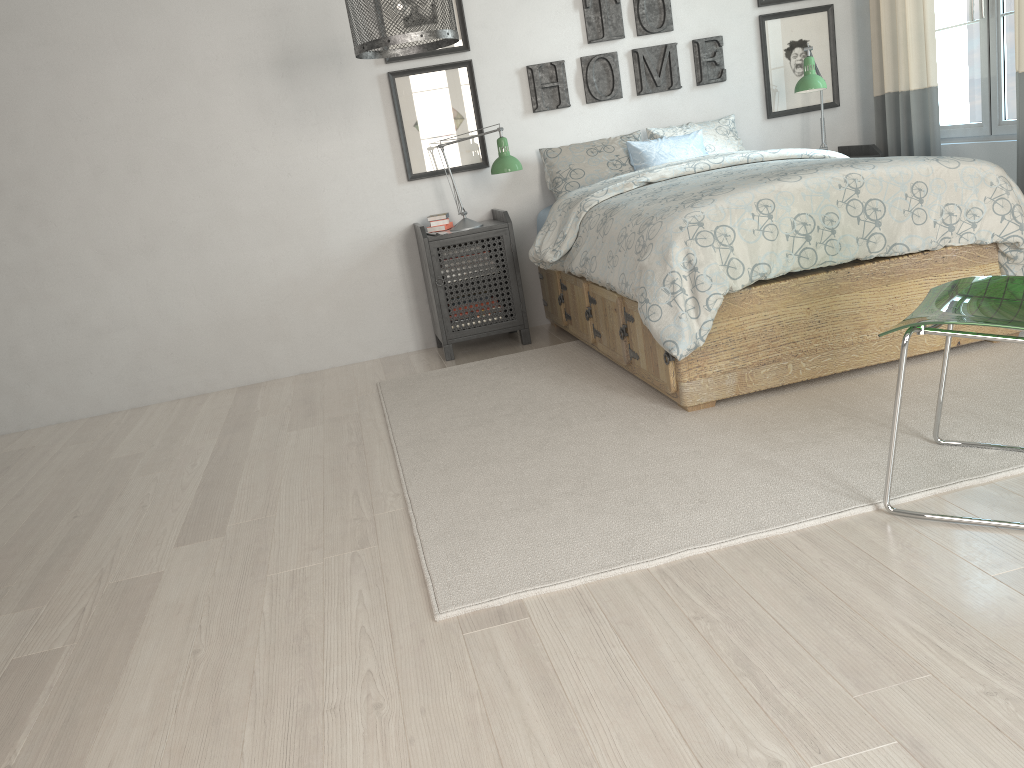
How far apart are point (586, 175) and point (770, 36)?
1.3m

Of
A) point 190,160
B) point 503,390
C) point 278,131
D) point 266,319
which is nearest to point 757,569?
point 503,390

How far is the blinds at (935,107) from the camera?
4.14m

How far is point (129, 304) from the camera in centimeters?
427cm

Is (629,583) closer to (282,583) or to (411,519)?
(411,519)

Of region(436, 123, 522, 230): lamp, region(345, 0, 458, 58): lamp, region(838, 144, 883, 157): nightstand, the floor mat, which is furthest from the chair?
region(838, 144, 883, 157): nightstand

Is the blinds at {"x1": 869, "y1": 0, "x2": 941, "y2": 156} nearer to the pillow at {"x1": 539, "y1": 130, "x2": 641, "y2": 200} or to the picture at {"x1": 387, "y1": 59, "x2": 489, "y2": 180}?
the pillow at {"x1": 539, "y1": 130, "x2": 641, "y2": 200}

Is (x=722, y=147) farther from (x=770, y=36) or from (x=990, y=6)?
(x=990, y=6)

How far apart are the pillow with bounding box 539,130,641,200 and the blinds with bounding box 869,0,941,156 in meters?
1.2

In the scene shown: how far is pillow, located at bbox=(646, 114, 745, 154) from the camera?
4.4m
